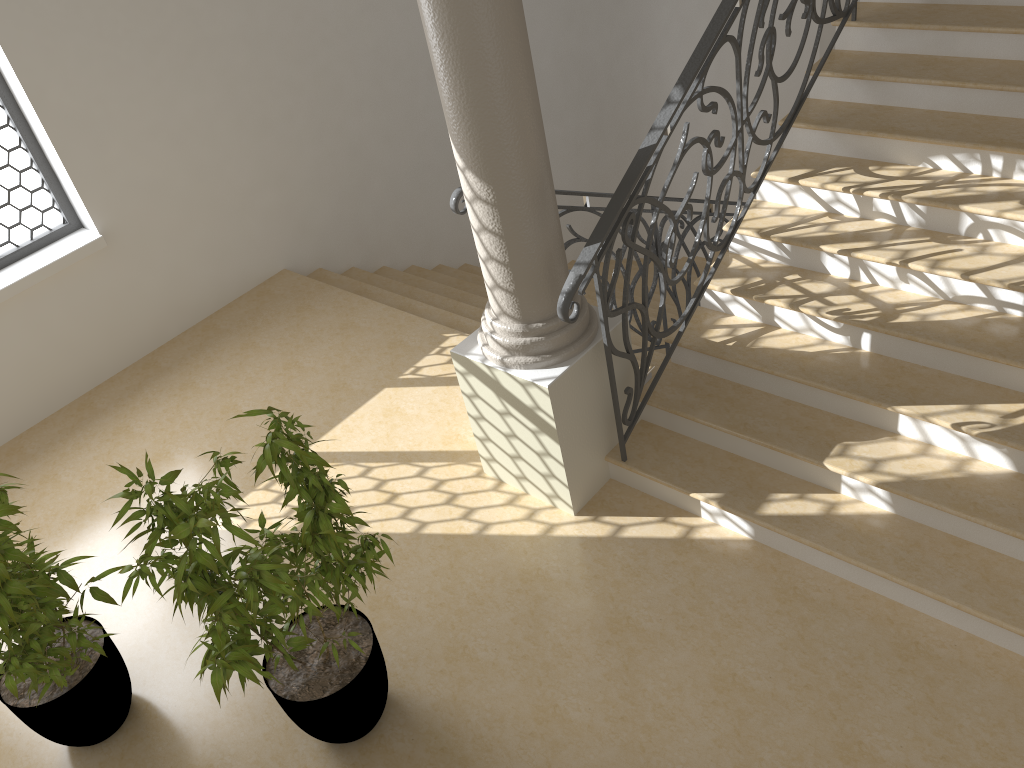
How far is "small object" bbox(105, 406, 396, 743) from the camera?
2.8m

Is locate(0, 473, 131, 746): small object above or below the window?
below

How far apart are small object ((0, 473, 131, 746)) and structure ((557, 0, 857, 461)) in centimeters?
208cm

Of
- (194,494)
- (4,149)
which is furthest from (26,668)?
(4,149)

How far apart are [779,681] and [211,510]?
2.19m

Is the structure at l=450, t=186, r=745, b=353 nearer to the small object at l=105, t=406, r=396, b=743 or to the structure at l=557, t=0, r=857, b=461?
the structure at l=557, t=0, r=857, b=461

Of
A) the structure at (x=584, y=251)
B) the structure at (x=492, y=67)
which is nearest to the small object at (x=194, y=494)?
the structure at (x=492, y=67)

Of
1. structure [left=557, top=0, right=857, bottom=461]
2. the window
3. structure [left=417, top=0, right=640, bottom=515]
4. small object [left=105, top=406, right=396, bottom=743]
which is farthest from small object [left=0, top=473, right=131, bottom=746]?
the window

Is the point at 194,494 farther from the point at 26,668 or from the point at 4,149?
the point at 4,149

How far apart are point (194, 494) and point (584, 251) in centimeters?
176cm
